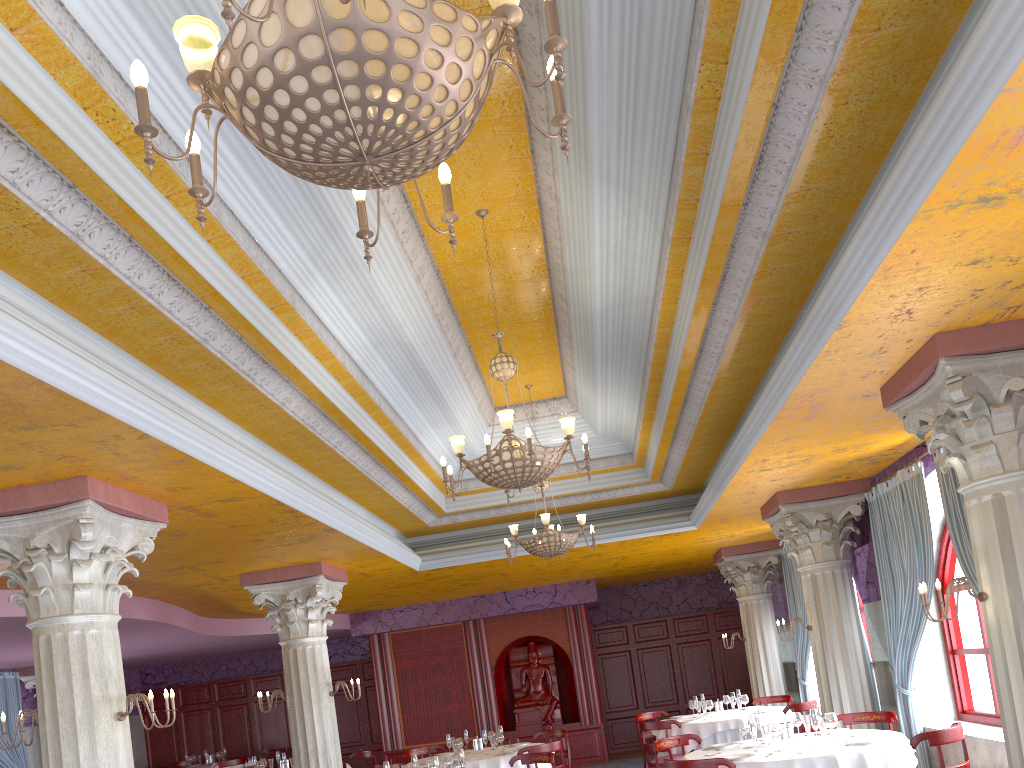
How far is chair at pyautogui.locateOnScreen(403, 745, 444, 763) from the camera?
11.9m

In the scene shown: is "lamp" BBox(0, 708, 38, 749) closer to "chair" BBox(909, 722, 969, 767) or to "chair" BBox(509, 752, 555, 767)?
"chair" BBox(509, 752, 555, 767)

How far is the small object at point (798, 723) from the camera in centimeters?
783cm

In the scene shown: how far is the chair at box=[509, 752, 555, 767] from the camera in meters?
8.7

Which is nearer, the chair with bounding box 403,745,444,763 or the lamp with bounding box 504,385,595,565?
the lamp with bounding box 504,385,595,565

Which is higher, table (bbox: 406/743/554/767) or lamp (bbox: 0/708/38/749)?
lamp (bbox: 0/708/38/749)

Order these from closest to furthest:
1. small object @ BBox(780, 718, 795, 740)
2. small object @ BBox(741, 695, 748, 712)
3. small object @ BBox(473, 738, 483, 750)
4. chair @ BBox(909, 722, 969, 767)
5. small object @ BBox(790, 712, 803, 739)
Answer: chair @ BBox(909, 722, 969, 767), small object @ BBox(780, 718, 795, 740), small object @ BBox(790, 712, 803, 739), small object @ BBox(473, 738, 483, 750), small object @ BBox(741, 695, 748, 712)

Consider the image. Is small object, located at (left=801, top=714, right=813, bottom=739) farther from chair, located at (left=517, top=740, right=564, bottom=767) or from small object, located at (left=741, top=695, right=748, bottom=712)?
small object, located at (left=741, top=695, right=748, bottom=712)

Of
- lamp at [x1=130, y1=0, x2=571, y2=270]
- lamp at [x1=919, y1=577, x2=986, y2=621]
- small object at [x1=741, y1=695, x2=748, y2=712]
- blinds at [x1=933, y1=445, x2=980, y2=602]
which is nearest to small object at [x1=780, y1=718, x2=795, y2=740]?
blinds at [x1=933, y1=445, x2=980, y2=602]

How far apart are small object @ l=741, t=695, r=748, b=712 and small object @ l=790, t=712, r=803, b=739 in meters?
4.2 m
